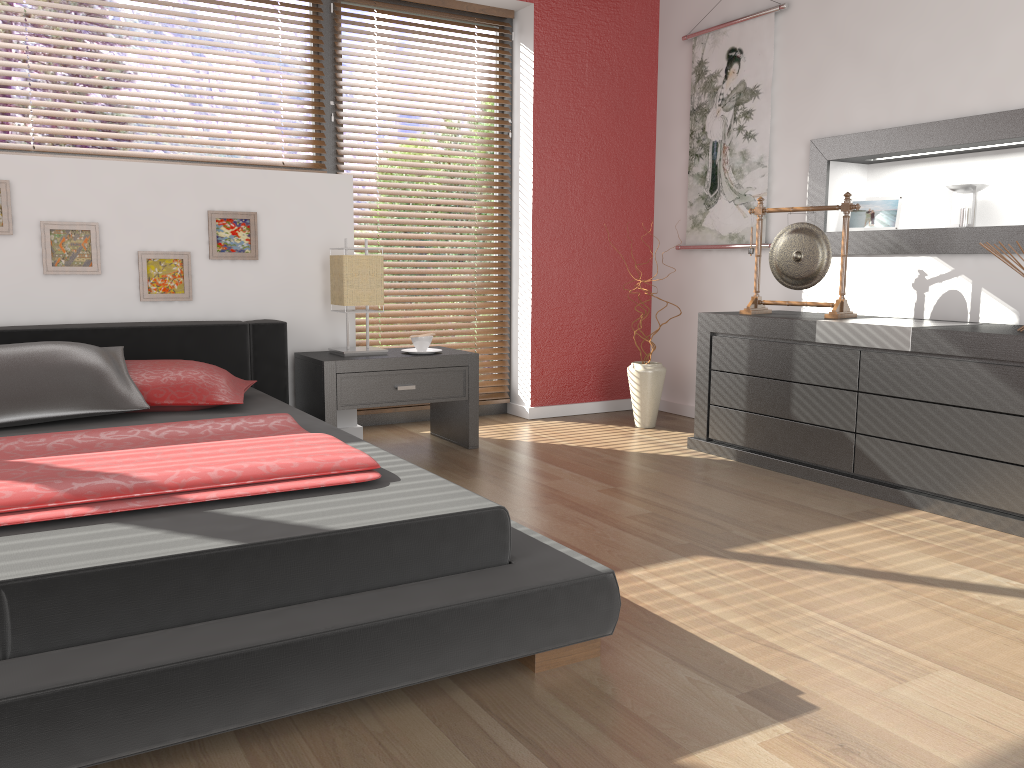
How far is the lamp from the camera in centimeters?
368cm

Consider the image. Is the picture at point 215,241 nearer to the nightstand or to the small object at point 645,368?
the nightstand

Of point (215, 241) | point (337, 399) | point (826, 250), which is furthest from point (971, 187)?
point (215, 241)

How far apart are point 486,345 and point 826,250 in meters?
1.8

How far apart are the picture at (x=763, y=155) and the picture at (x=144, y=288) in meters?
2.5

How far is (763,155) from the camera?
4.21m

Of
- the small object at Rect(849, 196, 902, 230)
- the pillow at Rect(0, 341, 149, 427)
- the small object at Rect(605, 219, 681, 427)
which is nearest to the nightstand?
the pillow at Rect(0, 341, 149, 427)

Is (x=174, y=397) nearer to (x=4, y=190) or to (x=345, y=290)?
(x=345, y=290)

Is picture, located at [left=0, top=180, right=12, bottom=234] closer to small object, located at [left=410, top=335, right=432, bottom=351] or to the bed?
the bed

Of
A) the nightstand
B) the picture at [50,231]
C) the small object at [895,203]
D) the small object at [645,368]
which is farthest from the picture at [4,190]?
the small object at [895,203]
